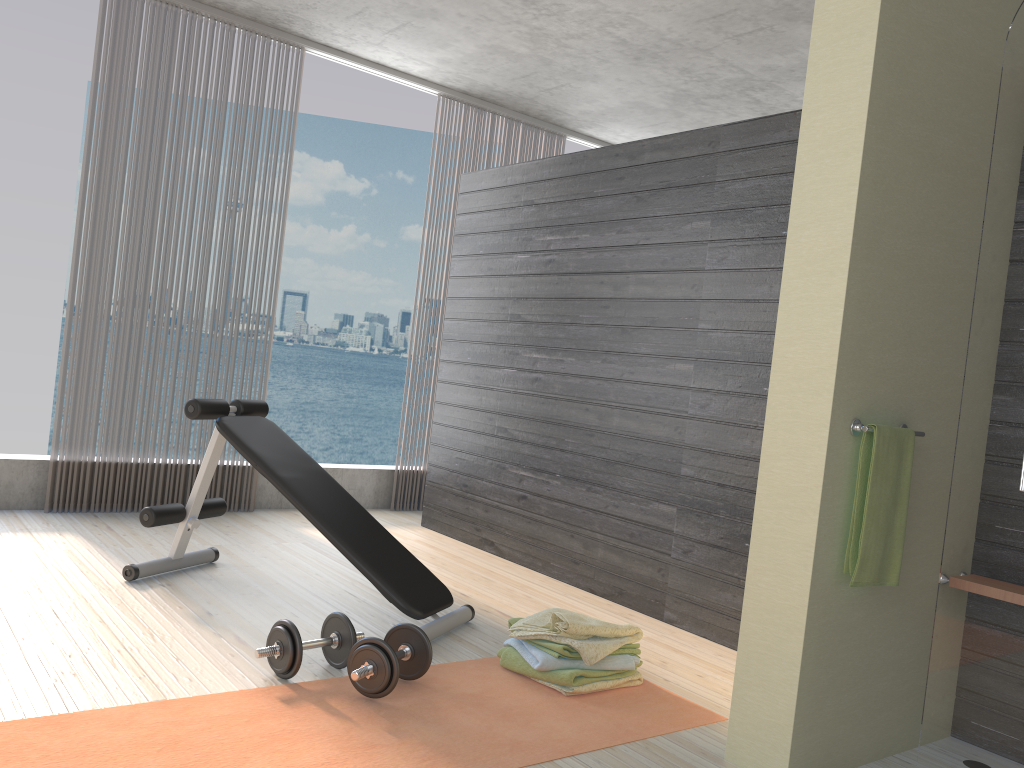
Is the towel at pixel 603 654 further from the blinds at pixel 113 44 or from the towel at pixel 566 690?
the blinds at pixel 113 44

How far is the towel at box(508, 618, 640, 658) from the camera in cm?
280

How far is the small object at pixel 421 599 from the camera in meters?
3.2 m

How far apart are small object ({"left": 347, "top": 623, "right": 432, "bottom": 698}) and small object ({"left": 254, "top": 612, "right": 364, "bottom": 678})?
0.10m

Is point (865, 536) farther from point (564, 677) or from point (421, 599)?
point (421, 599)

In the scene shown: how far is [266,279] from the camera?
33.5m

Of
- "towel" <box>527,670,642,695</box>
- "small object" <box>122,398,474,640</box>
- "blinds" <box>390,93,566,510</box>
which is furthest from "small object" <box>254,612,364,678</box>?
"blinds" <box>390,93,566,510</box>

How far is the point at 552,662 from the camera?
2.8m

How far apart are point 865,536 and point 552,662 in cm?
105

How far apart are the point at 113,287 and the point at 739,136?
3.3 meters
